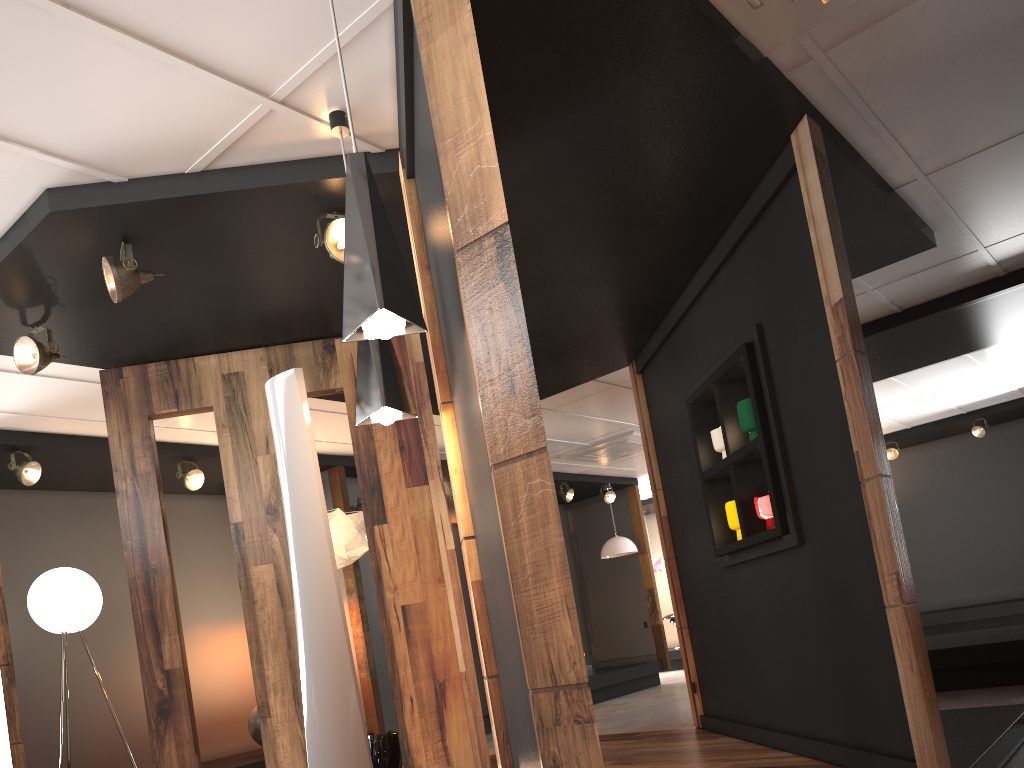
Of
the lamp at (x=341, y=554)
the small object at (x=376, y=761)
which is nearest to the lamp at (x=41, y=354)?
the lamp at (x=341, y=554)

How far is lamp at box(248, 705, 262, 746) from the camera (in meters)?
7.19

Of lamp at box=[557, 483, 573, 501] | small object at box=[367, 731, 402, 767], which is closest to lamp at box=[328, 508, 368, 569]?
small object at box=[367, 731, 402, 767]

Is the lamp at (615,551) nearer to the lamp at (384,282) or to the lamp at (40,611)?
the lamp at (40,611)

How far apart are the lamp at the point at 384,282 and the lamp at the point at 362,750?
0.38m

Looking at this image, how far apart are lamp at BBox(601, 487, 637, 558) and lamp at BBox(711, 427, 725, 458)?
7.0m

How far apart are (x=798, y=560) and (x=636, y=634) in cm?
832

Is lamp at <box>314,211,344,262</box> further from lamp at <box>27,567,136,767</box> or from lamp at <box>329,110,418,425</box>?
lamp at <box>27,567,136,767</box>

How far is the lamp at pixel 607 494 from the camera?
11.99m

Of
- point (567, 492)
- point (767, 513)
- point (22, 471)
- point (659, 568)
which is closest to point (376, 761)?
point (767, 513)
